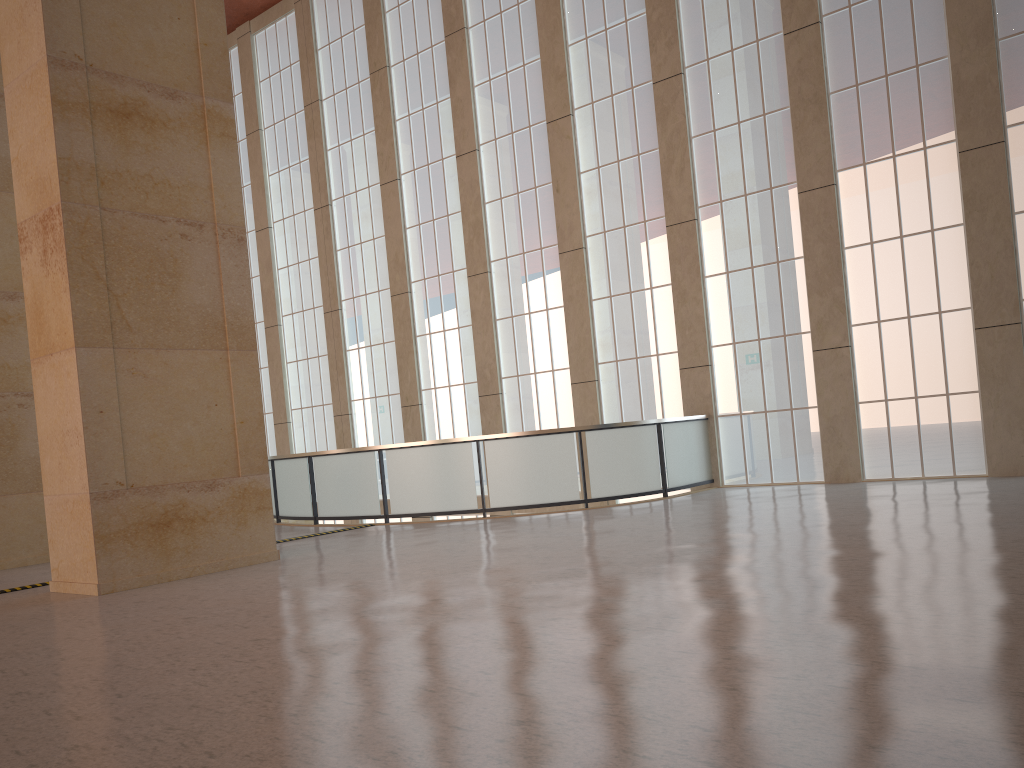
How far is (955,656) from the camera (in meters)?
5.64

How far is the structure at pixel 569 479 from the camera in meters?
18.7

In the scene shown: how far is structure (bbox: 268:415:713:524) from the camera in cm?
1868

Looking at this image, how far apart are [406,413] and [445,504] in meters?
9.1 m

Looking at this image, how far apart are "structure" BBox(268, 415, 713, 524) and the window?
0.4m

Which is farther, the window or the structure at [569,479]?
the structure at [569,479]

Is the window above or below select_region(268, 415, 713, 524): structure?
above

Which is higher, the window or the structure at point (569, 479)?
the window

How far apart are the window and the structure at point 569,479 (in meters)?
0.44

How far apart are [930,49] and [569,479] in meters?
11.6
